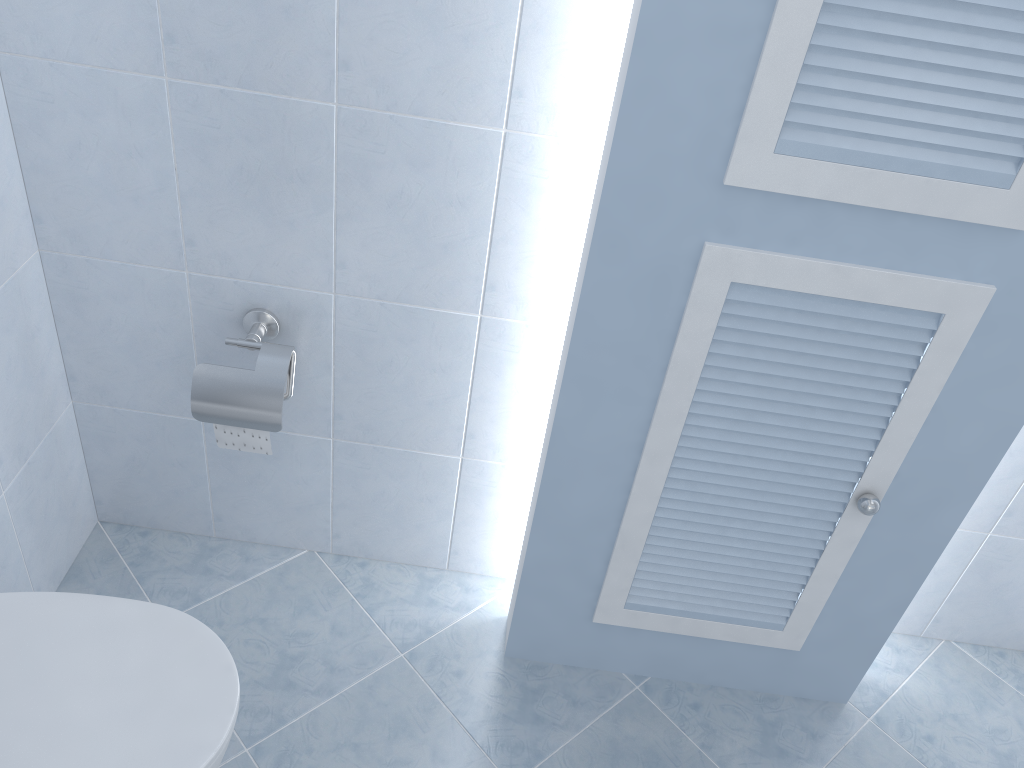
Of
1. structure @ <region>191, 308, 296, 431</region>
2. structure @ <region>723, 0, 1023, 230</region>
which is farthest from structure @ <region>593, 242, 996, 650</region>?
structure @ <region>191, 308, 296, 431</region>

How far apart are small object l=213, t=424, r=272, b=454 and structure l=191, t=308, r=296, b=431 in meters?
0.0

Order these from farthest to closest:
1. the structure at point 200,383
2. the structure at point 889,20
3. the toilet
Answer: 1. the structure at point 200,383
2. the toilet
3. the structure at point 889,20

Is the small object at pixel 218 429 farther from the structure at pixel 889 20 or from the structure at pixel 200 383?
the structure at pixel 889 20

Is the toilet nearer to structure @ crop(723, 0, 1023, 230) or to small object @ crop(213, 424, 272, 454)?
small object @ crop(213, 424, 272, 454)

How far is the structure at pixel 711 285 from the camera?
1.2m

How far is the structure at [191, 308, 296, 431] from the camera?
1.5 meters

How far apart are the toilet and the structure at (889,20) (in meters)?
0.95

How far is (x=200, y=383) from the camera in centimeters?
148cm

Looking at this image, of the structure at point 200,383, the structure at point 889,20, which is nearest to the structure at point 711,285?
the structure at point 889,20
